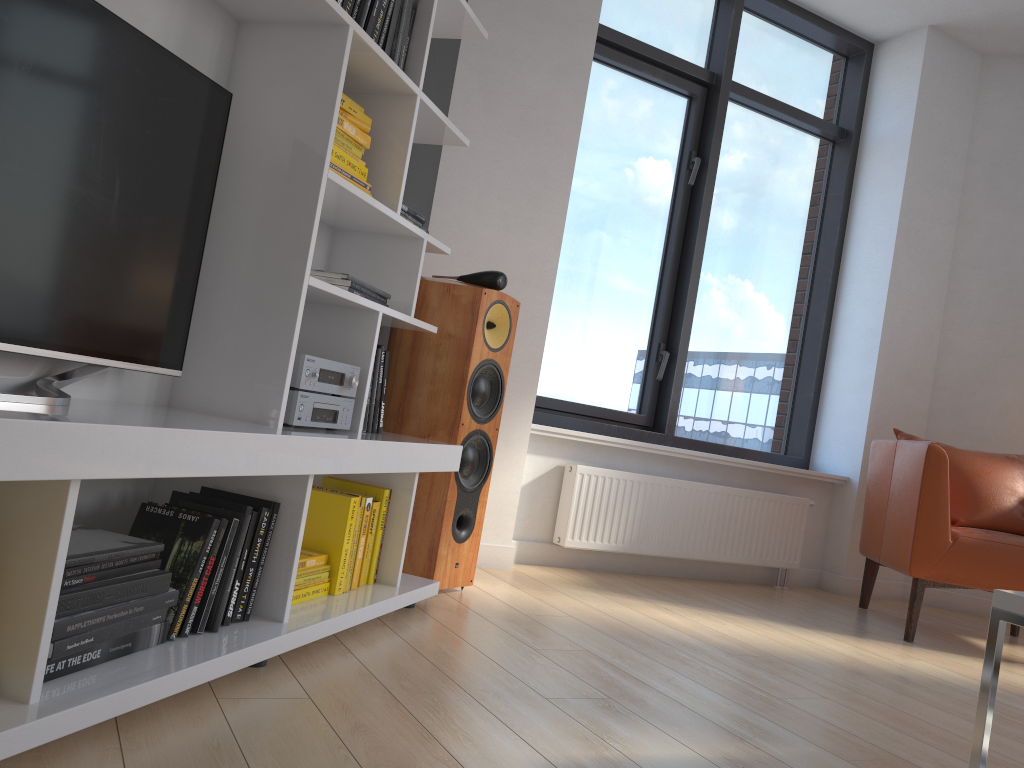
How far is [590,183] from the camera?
4.26m

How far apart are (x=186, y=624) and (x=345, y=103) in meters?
1.3

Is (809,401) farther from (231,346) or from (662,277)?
(231,346)

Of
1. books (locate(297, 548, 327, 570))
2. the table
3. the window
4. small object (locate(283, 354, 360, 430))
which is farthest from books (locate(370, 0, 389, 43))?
the window

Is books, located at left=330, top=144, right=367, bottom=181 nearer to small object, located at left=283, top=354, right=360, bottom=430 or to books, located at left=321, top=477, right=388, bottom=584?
small object, located at left=283, top=354, right=360, bottom=430

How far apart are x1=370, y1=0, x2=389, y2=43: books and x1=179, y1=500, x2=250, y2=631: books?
1.22m

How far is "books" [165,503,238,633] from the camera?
1.8 meters

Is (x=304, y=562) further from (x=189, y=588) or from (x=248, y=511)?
(x=189, y=588)

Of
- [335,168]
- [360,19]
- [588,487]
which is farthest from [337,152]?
[588,487]

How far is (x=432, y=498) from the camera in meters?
2.8 m
